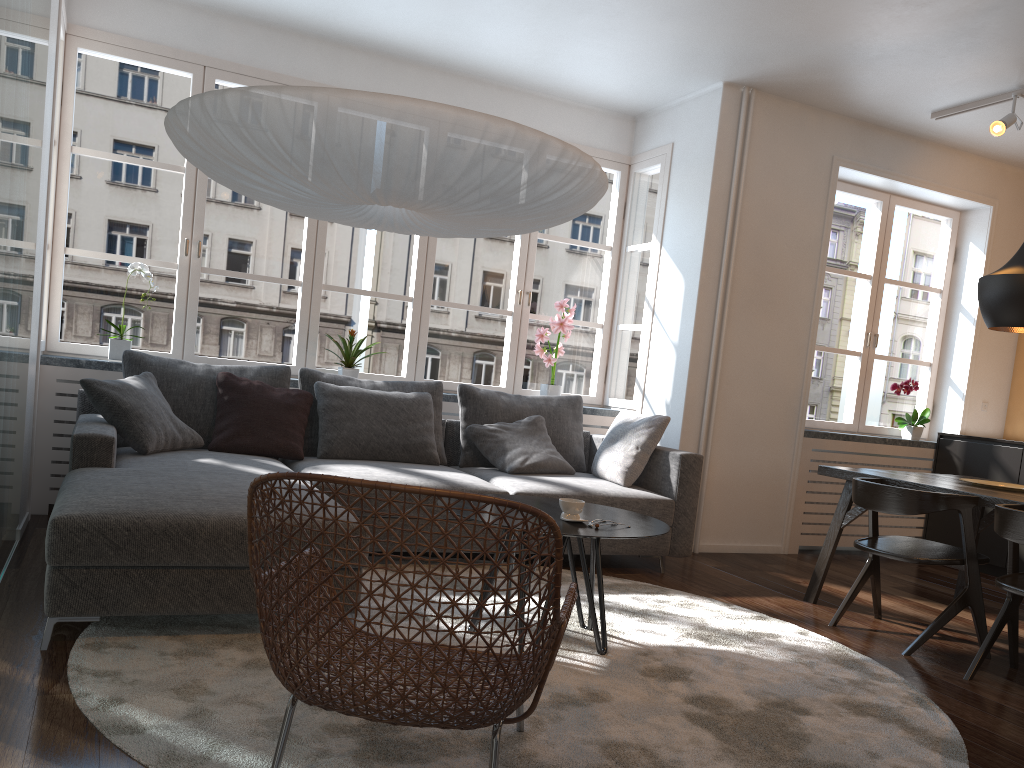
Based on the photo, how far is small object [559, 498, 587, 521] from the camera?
3.0m

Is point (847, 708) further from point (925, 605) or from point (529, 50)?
point (529, 50)

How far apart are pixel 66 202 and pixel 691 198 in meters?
3.6 m

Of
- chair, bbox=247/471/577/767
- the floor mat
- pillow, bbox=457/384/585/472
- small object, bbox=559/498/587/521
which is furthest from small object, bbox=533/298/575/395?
chair, bbox=247/471/577/767

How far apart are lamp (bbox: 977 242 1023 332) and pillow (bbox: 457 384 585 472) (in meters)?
2.26

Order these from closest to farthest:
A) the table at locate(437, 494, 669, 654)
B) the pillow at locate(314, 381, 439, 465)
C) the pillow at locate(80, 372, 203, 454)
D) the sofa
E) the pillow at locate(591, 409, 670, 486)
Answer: the sofa
the table at locate(437, 494, 669, 654)
the pillow at locate(80, 372, 203, 454)
the pillow at locate(314, 381, 439, 465)
the pillow at locate(591, 409, 670, 486)

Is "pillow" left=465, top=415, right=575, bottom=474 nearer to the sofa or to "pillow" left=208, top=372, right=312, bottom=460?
the sofa

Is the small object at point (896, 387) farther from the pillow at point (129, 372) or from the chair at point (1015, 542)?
the pillow at point (129, 372)

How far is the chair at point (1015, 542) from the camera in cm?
312

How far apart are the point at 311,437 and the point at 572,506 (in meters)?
2.03
